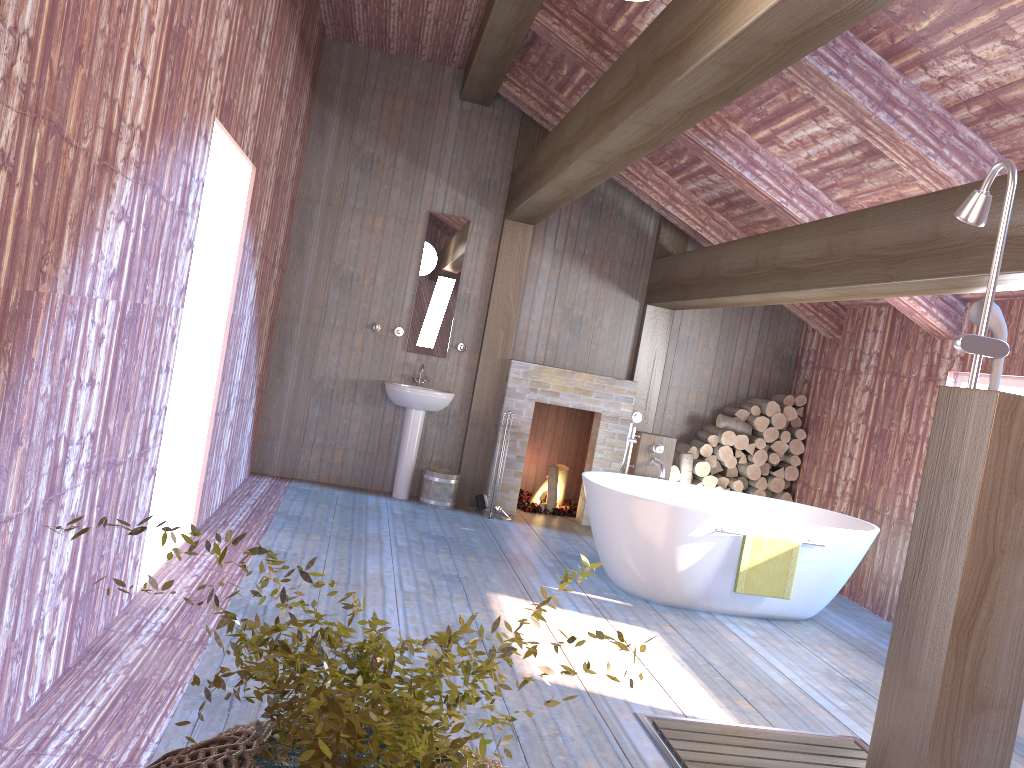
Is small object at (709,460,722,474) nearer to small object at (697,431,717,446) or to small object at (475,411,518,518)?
small object at (697,431,717,446)

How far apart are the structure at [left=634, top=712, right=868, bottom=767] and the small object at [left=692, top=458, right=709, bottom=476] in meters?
3.8 m

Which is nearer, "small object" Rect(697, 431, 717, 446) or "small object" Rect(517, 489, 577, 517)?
"small object" Rect(697, 431, 717, 446)

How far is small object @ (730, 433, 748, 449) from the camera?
7.54m

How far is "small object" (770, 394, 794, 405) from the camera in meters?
7.7

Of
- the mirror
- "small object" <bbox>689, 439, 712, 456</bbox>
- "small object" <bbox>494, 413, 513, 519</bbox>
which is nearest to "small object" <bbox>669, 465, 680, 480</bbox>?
"small object" <bbox>689, 439, 712, 456</bbox>

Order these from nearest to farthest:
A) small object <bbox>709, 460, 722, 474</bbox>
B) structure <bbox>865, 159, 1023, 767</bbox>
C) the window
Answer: structure <bbox>865, 159, 1023, 767</bbox> < the window < small object <bbox>709, 460, 722, 474</bbox>

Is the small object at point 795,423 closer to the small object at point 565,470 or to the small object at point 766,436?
the small object at point 766,436

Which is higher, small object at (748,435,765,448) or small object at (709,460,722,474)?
small object at (748,435,765,448)

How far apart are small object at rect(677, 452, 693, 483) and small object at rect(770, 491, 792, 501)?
0.9 meters
